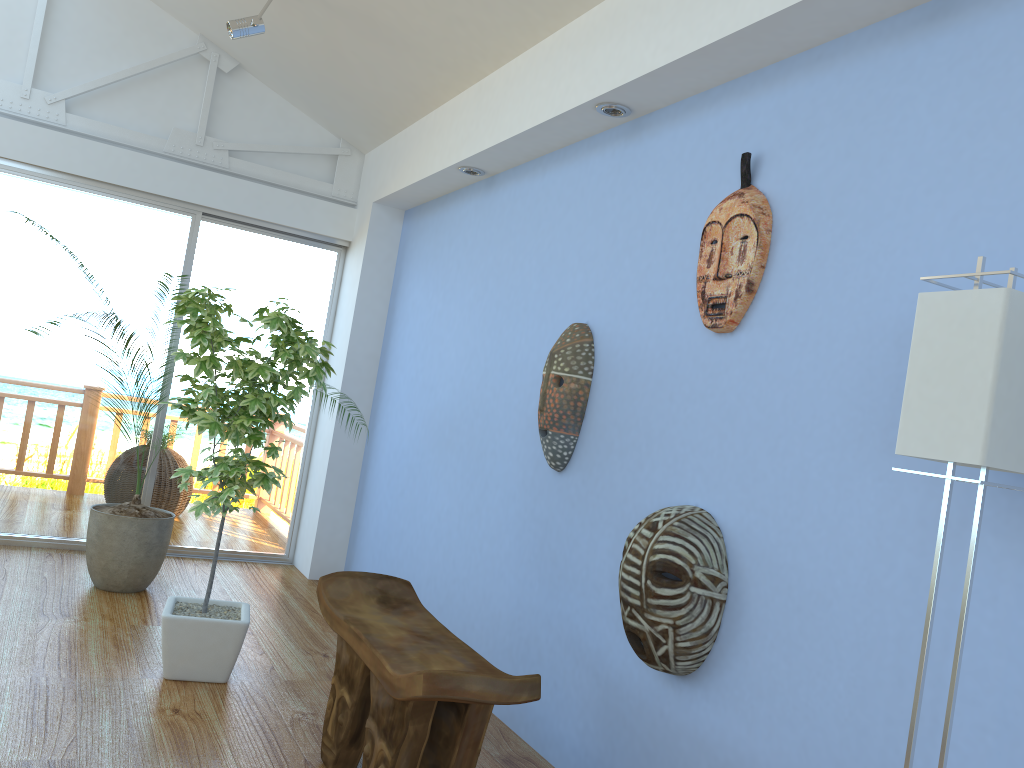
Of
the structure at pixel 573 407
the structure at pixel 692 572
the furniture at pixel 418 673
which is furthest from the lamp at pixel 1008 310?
the structure at pixel 573 407

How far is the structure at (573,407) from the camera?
3.1 meters

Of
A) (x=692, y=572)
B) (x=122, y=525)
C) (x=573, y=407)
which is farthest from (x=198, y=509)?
(x=692, y=572)

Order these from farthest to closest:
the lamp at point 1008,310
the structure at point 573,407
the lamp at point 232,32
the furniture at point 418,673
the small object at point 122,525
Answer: the small object at point 122,525
the lamp at point 232,32
the structure at point 573,407
the furniture at point 418,673
the lamp at point 1008,310

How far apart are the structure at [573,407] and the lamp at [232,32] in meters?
2.1

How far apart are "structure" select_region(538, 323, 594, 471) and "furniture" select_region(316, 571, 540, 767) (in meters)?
0.65

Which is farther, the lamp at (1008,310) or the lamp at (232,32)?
the lamp at (232,32)

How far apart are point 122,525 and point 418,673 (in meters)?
2.53

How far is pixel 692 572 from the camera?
2.30m

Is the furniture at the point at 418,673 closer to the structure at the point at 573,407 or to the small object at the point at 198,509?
the small object at the point at 198,509
